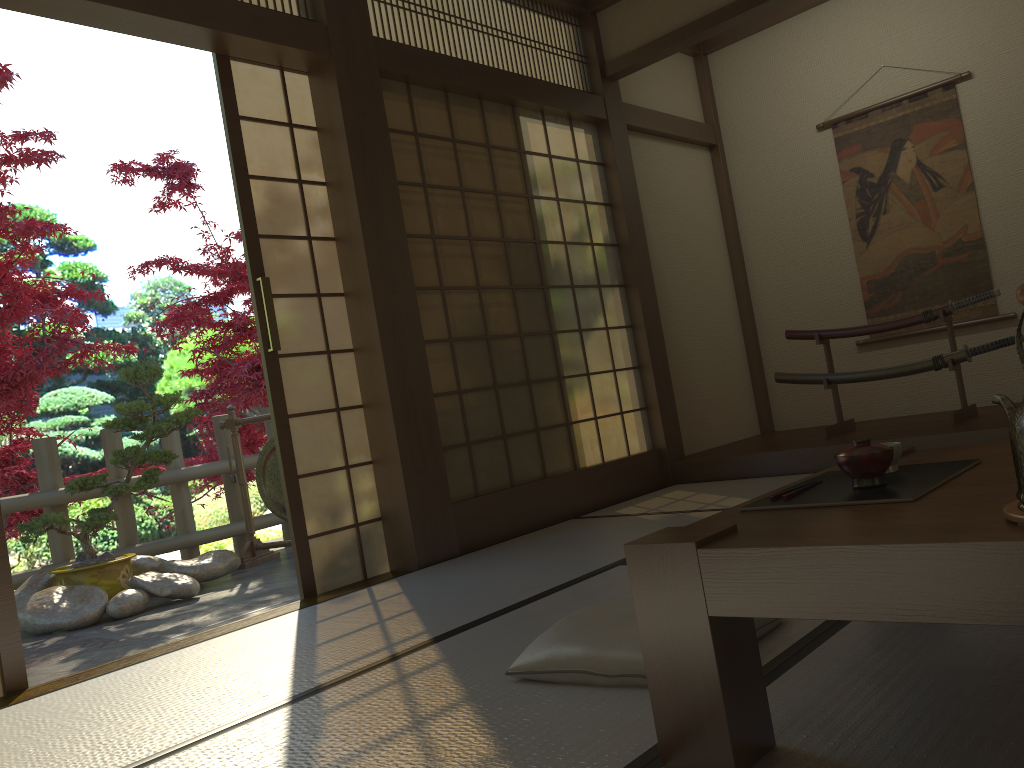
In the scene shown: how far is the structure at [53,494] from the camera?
5.2m

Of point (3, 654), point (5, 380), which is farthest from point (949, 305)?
point (5, 380)

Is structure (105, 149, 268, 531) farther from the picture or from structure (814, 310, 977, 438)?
the picture

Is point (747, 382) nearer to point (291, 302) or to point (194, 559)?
point (291, 302)

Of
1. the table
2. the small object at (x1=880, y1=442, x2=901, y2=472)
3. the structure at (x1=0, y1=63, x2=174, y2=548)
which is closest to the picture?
the table

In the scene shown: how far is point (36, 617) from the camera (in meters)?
4.35

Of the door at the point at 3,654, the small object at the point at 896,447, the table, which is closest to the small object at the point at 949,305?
the table

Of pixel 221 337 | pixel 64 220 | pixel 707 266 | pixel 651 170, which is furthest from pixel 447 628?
pixel 64 220

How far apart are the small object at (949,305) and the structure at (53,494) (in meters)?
3.69

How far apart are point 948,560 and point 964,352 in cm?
408
